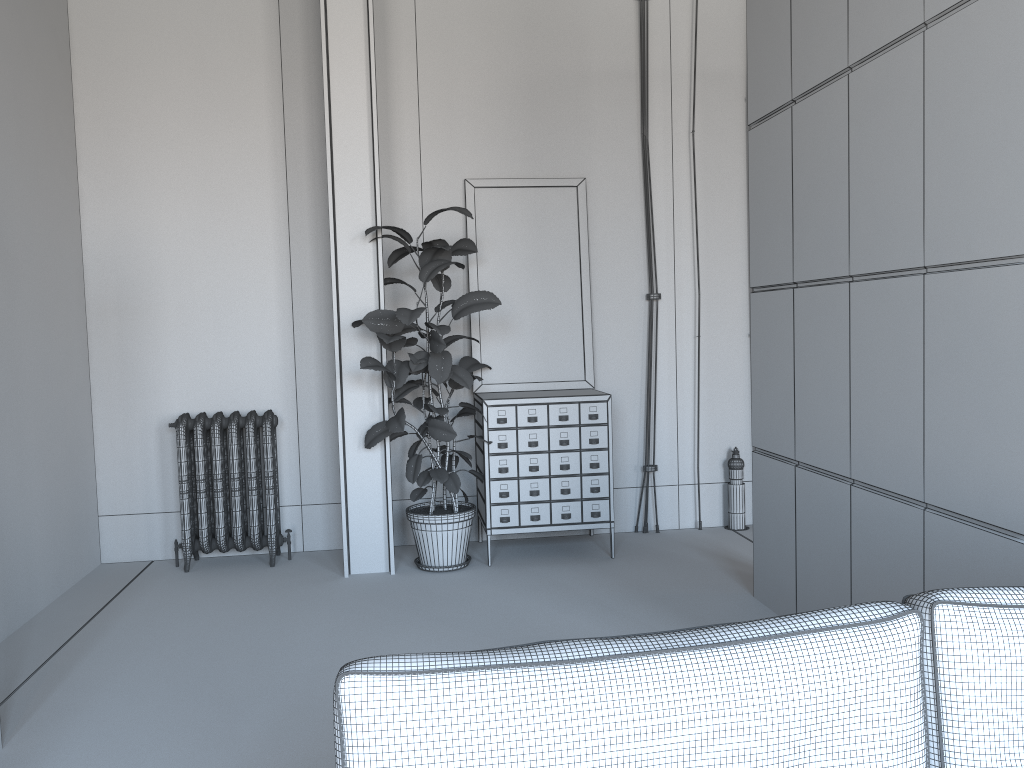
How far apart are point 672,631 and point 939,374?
1.9m

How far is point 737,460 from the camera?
6.15m

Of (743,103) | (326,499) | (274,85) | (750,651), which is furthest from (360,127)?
(750,651)

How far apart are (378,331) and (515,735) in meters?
A: 3.7

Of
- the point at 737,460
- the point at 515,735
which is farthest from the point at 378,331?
the point at 515,735

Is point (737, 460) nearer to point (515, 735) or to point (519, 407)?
point (519, 407)

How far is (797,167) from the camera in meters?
4.0

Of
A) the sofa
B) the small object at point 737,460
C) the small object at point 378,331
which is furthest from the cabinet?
the sofa

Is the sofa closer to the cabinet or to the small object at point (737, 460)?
the cabinet

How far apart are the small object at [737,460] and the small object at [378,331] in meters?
1.8 m
